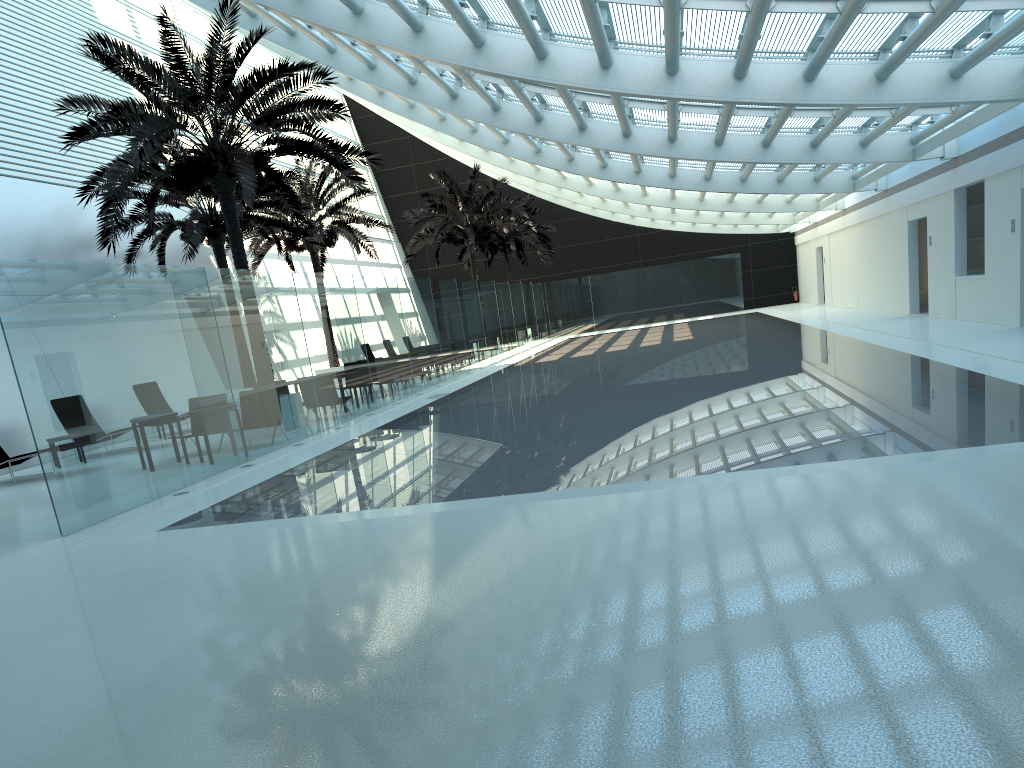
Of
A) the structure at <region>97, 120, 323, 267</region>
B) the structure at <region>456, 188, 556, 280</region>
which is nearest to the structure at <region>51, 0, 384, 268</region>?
the structure at <region>97, 120, 323, 267</region>

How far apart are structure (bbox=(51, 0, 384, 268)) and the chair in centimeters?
365cm

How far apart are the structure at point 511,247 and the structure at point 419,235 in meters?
4.6

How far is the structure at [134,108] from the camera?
13.63m

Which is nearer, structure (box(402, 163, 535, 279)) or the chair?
the chair

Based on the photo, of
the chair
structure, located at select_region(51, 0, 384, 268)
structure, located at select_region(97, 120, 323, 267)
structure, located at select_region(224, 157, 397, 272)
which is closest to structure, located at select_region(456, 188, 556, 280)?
structure, located at select_region(224, 157, 397, 272)

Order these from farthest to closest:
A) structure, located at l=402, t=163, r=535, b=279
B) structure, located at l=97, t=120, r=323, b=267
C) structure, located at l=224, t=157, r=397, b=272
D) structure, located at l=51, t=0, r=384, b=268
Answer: structure, located at l=402, t=163, r=535, b=279 → structure, located at l=224, t=157, r=397, b=272 → structure, located at l=97, t=120, r=323, b=267 → structure, located at l=51, t=0, r=384, b=268

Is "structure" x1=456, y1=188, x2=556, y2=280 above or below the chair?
above

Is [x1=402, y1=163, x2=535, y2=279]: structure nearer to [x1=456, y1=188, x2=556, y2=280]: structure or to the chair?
[x1=456, y1=188, x2=556, y2=280]: structure

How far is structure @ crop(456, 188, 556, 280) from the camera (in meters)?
40.33
